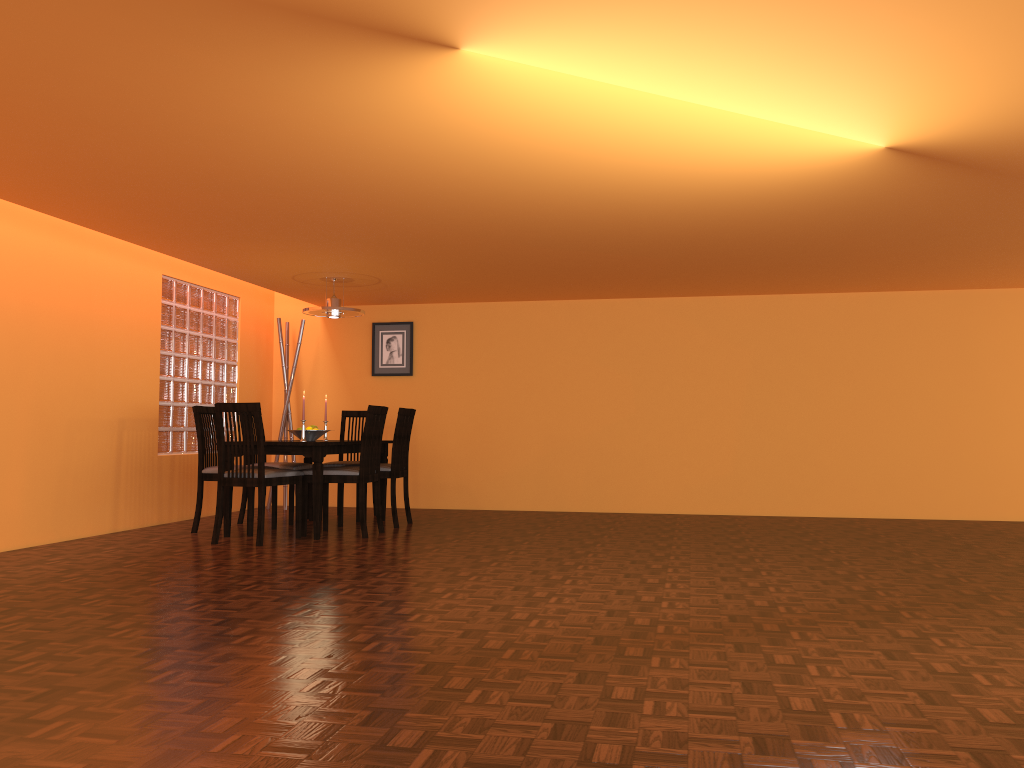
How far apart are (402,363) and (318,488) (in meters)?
2.37

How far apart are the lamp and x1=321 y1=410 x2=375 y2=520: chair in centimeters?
89cm

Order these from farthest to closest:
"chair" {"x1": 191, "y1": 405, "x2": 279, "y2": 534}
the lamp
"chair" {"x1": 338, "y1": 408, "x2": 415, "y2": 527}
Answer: the lamp → "chair" {"x1": 338, "y1": 408, "x2": 415, "y2": 527} → "chair" {"x1": 191, "y1": 405, "x2": 279, "y2": 534}

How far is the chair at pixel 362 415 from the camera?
6.81m

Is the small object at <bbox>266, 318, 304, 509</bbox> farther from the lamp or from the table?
the lamp

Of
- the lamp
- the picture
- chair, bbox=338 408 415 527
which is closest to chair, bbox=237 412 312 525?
chair, bbox=338 408 415 527

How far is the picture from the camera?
7.5m

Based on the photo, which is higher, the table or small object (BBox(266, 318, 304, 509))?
small object (BBox(266, 318, 304, 509))

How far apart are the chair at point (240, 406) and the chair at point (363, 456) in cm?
9

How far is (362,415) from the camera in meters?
6.8
